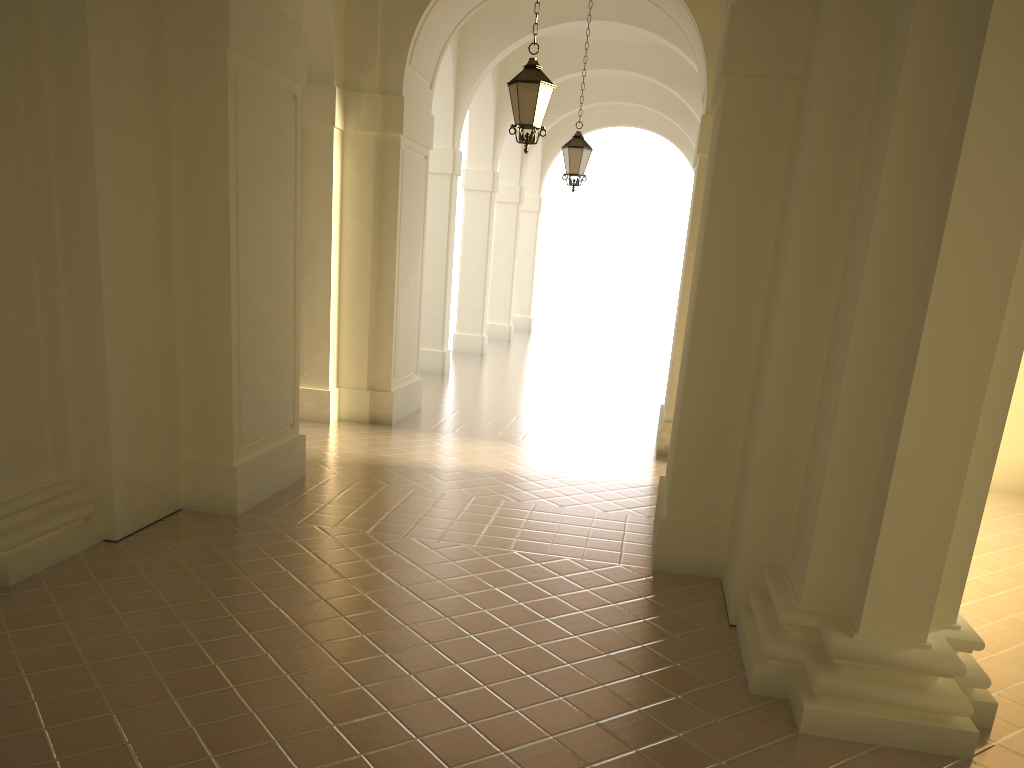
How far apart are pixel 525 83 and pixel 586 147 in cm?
510

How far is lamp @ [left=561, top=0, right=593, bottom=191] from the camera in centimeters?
1414cm

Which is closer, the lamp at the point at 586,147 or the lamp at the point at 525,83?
the lamp at the point at 525,83

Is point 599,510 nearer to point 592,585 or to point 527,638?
point 592,585

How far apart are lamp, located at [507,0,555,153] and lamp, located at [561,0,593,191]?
4.8m

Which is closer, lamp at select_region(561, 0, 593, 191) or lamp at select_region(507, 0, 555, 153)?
lamp at select_region(507, 0, 555, 153)

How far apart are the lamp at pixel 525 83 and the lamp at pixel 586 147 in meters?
4.8 m

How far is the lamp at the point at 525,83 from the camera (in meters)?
9.20

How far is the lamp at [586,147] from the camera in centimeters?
1414cm

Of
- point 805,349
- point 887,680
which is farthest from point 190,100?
point 887,680
